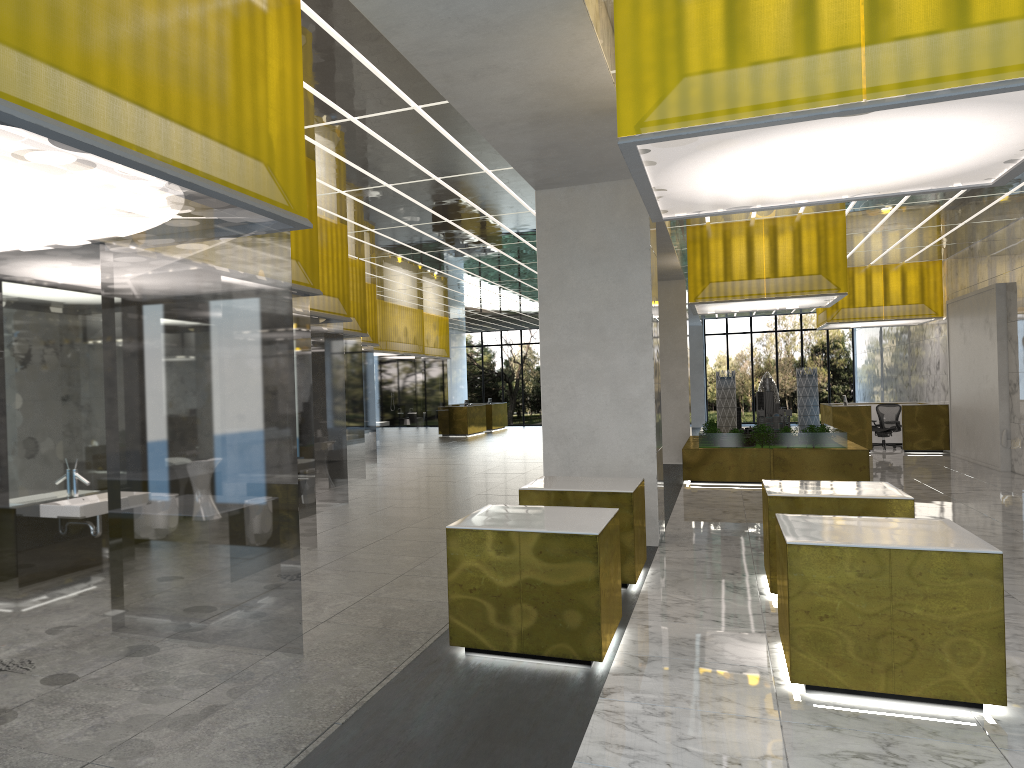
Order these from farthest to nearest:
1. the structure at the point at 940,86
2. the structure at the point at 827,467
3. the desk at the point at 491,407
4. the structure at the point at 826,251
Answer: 1. the desk at the point at 491,407
2. the structure at the point at 827,467
3. the structure at the point at 826,251
4. the structure at the point at 940,86

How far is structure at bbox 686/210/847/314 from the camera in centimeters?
2003cm

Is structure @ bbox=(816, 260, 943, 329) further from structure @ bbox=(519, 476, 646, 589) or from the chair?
structure @ bbox=(519, 476, 646, 589)

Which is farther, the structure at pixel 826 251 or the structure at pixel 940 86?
the structure at pixel 826 251

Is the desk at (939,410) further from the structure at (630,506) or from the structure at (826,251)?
the structure at (630,506)

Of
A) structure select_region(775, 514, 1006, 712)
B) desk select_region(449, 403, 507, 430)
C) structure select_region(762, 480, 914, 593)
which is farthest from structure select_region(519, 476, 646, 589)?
desk select_region(449, 403, 507, 430)

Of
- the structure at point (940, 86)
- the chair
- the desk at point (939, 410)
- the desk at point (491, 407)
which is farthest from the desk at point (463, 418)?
the structure at point (940, 86)

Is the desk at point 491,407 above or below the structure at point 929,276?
below

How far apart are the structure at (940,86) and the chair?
23.6m

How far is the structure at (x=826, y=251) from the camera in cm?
2003
